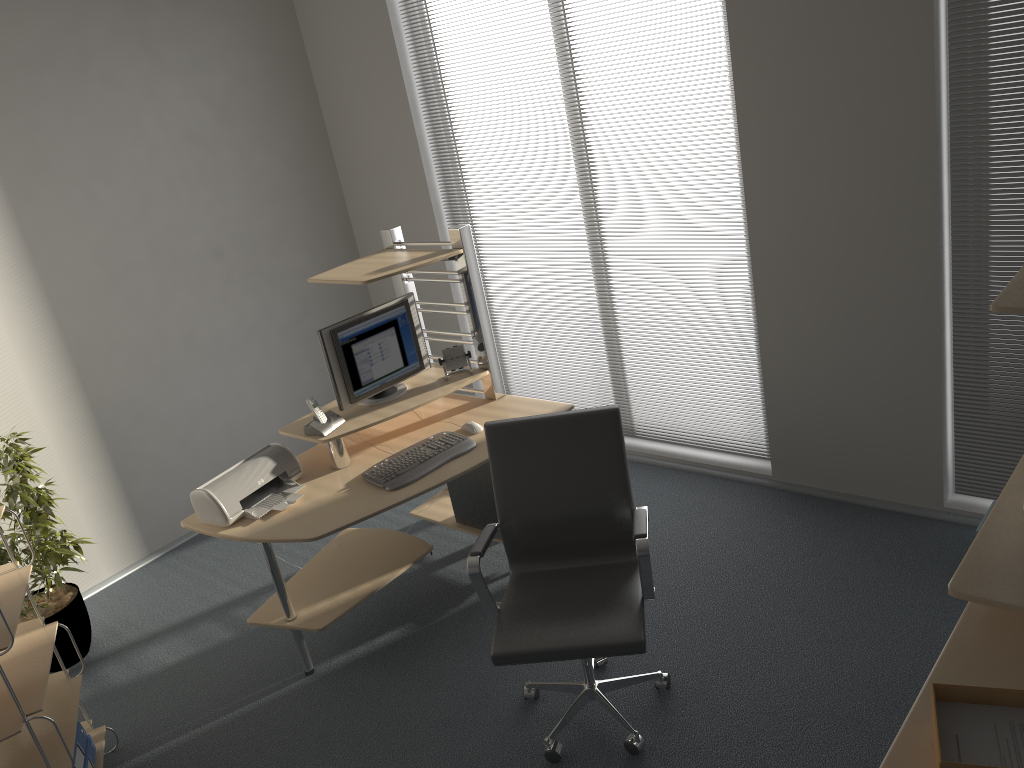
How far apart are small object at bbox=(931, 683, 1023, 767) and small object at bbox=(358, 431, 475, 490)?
2.13m

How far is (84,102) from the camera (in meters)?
4.47

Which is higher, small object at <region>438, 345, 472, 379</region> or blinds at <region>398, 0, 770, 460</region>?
small object at <region>438, 345, 472, 379</region>

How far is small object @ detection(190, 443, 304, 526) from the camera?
3.49m

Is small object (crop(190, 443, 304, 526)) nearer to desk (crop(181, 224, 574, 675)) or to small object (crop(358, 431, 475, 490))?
desk (crop(181, 224, 574, 675))

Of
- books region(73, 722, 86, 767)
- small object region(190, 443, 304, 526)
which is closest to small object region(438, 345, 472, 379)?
small object region(190, 443, 304, 526)

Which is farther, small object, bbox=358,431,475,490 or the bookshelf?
small object, bbox=358,431,475,490

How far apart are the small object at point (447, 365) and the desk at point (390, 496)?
0.04m

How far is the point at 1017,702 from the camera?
1.9 meters

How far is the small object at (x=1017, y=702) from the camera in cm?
185
